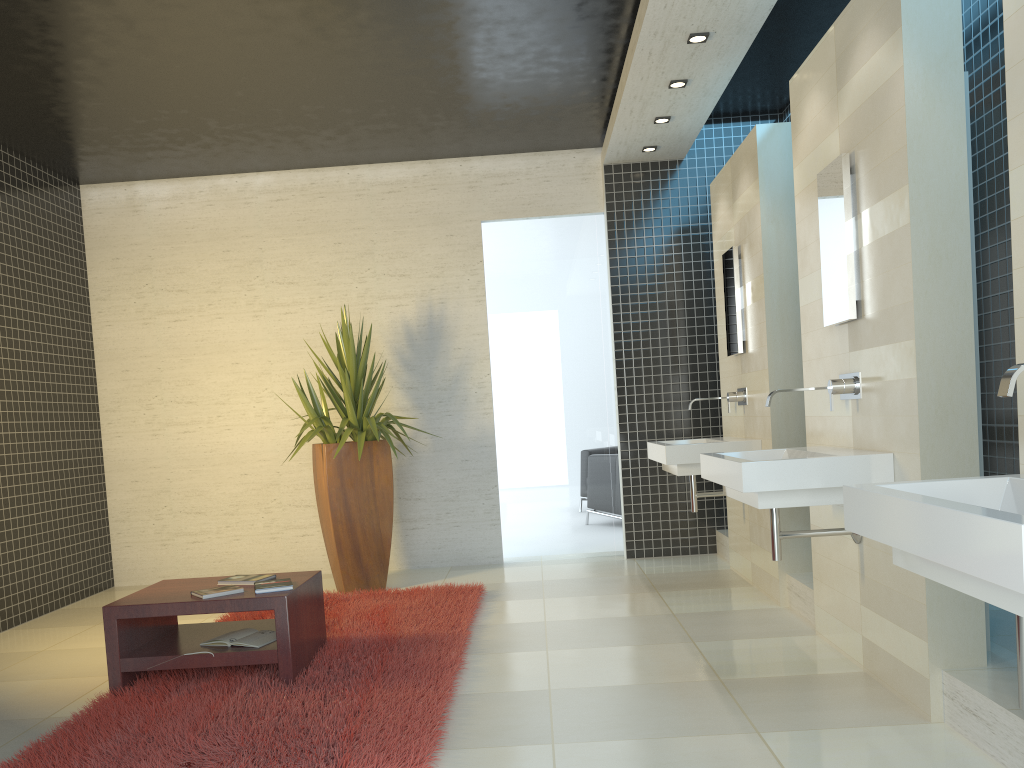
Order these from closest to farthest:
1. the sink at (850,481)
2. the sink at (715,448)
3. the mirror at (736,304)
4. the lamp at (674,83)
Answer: the sink at (850,481) < the sink at (715,448) < the lamp at (674,83) < the mirror at (736,304)

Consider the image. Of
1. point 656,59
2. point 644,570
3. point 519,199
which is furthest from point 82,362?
point 656,59

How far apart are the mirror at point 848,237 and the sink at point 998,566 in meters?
1.5 m

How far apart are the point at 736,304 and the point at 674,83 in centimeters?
142cm

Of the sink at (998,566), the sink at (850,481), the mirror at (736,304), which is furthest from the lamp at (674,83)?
the sink at (998,566)

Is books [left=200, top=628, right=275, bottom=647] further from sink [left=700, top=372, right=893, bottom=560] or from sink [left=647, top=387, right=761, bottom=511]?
sink [left=647, top=387, right=761, bottom=511]

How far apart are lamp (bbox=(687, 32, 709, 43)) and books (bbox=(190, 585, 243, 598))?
3.67m

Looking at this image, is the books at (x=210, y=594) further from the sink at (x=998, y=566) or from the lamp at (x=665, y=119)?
the lamp at (x=665, y=119)

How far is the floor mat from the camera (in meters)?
3.11

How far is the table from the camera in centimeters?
391cm
